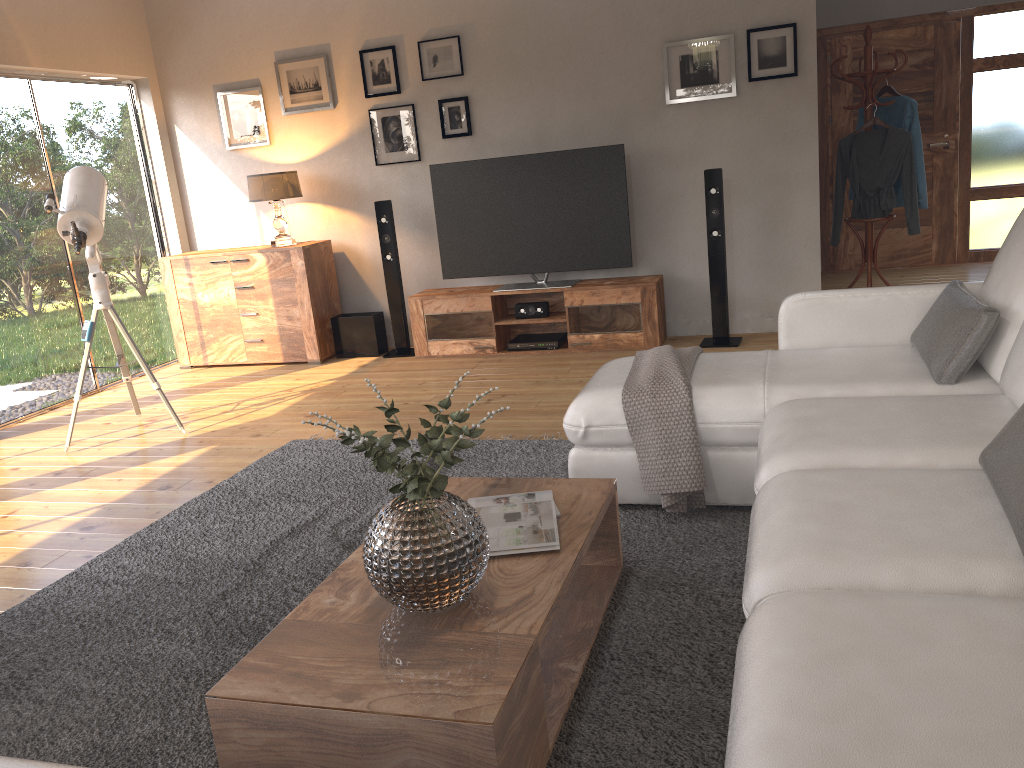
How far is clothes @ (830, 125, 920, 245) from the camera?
5.9m

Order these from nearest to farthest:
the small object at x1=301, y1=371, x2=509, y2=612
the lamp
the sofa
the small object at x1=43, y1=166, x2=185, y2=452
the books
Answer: the sofa, the small object at x1=301, y1=371, x2=509, y2=612, the books, the small object at x1=43, y1=166, x2=185, y2=452, the lamp

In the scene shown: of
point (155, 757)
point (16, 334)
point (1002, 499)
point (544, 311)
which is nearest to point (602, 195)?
point (544, 311)

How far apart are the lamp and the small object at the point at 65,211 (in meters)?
1.40

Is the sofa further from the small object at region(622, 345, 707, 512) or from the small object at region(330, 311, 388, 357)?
the small object at region(330, 311, 388, 357)

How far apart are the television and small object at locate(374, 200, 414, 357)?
0.4m

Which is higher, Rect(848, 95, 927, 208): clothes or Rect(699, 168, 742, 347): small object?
Rect(848, 95, 927, 208): clothes

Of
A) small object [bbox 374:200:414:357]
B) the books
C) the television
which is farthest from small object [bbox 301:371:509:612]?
small object [bbox 374:200:414:357]

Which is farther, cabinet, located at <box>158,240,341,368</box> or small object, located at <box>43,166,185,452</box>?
cabinet, located at <box>158,240,341,368</box>

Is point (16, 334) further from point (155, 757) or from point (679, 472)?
point (679, 472)
